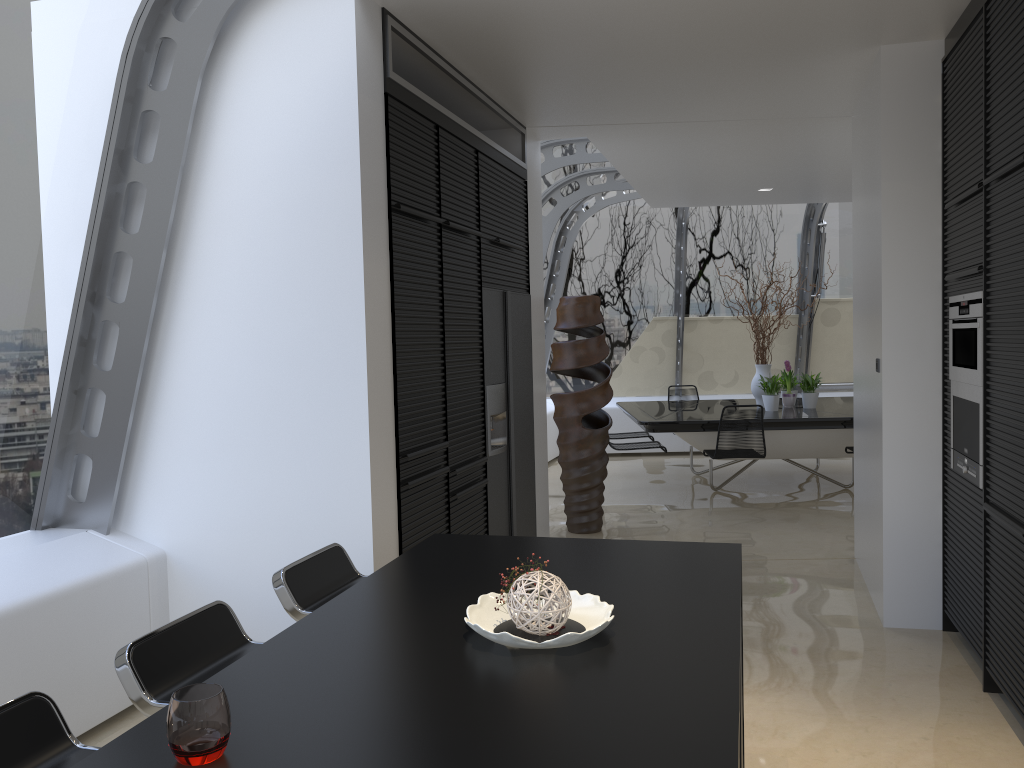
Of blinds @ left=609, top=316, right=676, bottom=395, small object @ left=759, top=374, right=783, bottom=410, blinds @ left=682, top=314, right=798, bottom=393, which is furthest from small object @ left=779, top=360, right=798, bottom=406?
blinds @ left=609, top=316, right=676, bottom=395

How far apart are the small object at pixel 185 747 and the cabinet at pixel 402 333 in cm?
235

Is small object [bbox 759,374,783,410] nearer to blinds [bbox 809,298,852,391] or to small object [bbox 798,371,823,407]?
small object [bbox 798,371,823,407]

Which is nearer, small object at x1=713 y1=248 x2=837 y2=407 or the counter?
the counter

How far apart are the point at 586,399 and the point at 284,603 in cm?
433

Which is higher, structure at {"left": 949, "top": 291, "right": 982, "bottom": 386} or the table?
structure at {"left": 949, "top": 291, "right": 982, "bottom": 386}

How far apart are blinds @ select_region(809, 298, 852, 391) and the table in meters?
1.7 m

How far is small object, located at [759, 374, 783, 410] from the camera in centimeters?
845cm

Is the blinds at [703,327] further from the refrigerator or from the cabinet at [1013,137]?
the cabinet at [1013,137]

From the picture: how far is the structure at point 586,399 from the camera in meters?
6.7 m
